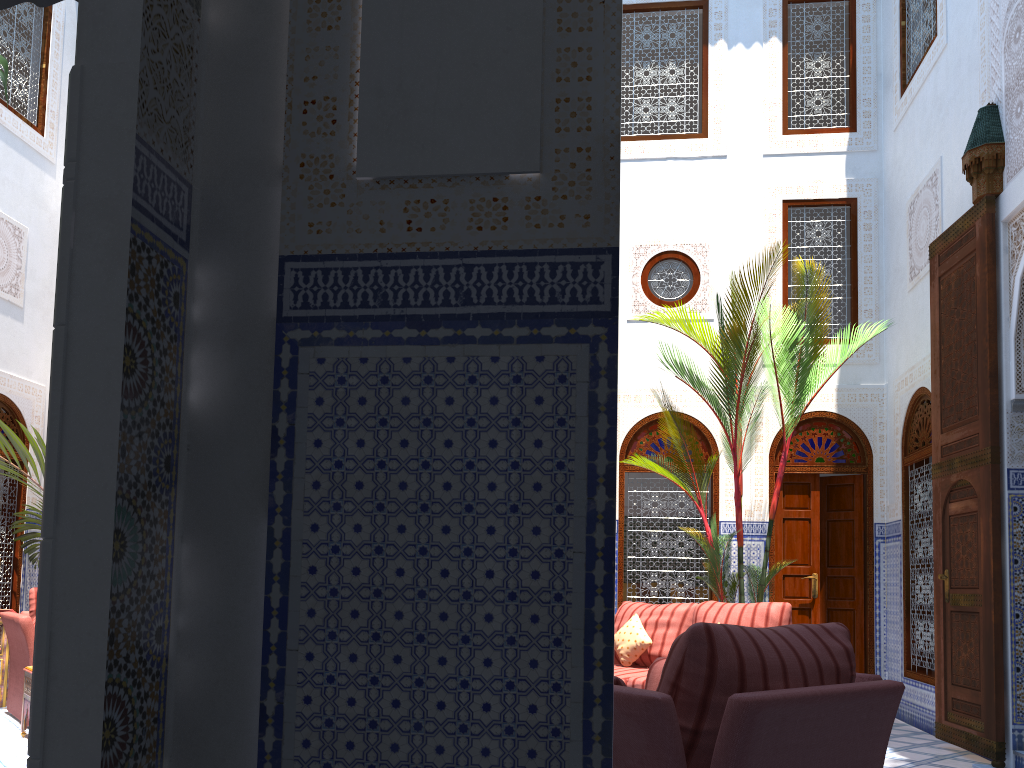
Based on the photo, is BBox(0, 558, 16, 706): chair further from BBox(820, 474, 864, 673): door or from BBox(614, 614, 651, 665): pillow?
BBox(820, 474, 864, 673): door

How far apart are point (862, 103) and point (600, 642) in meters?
5.9

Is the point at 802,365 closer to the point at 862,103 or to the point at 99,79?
the point at 862,103

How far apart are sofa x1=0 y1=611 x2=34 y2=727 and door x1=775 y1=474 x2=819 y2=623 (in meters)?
4.17

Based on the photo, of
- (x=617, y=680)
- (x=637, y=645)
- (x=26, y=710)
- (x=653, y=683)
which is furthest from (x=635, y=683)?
(x=26, y=710)

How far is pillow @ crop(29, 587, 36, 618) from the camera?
4.6 meters

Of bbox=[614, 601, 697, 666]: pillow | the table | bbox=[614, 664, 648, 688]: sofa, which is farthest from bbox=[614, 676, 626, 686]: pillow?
the table

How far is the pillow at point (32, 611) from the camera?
4.6m

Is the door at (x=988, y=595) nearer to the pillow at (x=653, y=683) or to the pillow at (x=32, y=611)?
the pillow at (x=653, y=683)

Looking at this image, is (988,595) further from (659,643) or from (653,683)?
(653,683)
